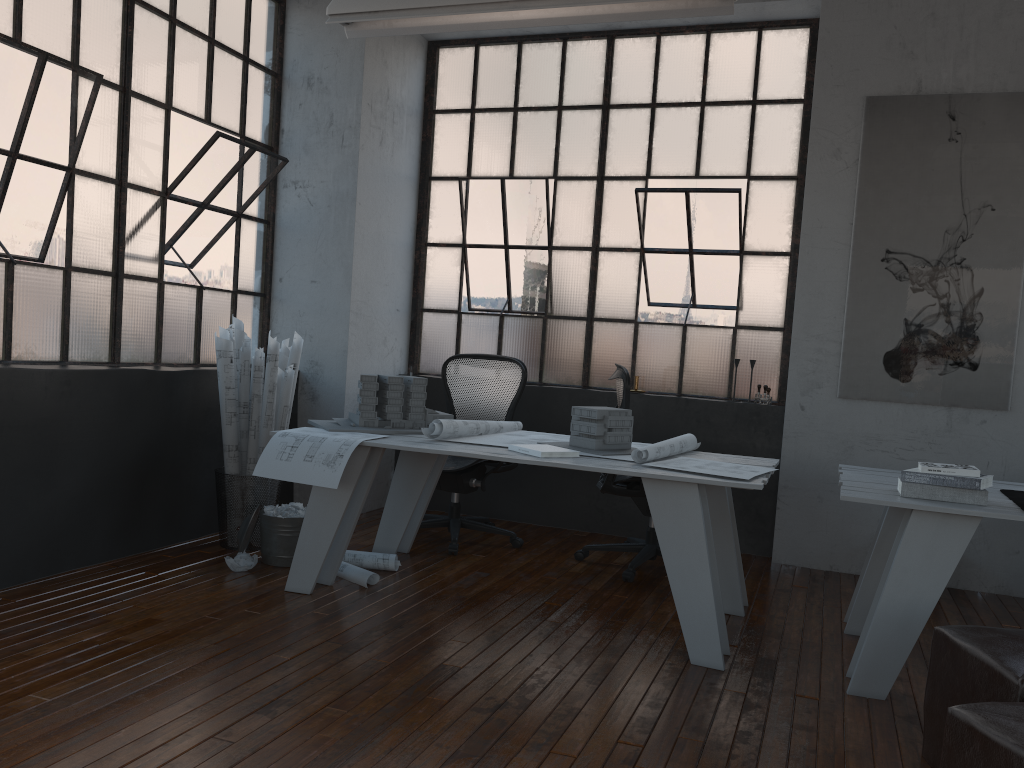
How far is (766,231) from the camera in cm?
537

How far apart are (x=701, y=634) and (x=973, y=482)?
1.1m

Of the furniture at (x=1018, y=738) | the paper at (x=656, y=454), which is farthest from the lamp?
the furniture at (x=1018, y=738)

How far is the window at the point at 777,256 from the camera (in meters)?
5.35

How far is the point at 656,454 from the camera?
3.6m

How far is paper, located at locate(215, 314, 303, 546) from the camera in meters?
4.4

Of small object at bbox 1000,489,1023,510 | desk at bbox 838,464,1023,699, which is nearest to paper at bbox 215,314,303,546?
desk at bbox 838,464,1023,699

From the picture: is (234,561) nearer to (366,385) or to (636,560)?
(366,385)

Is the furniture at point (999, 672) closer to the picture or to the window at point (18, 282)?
the picture

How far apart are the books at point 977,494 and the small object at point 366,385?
2.06m
